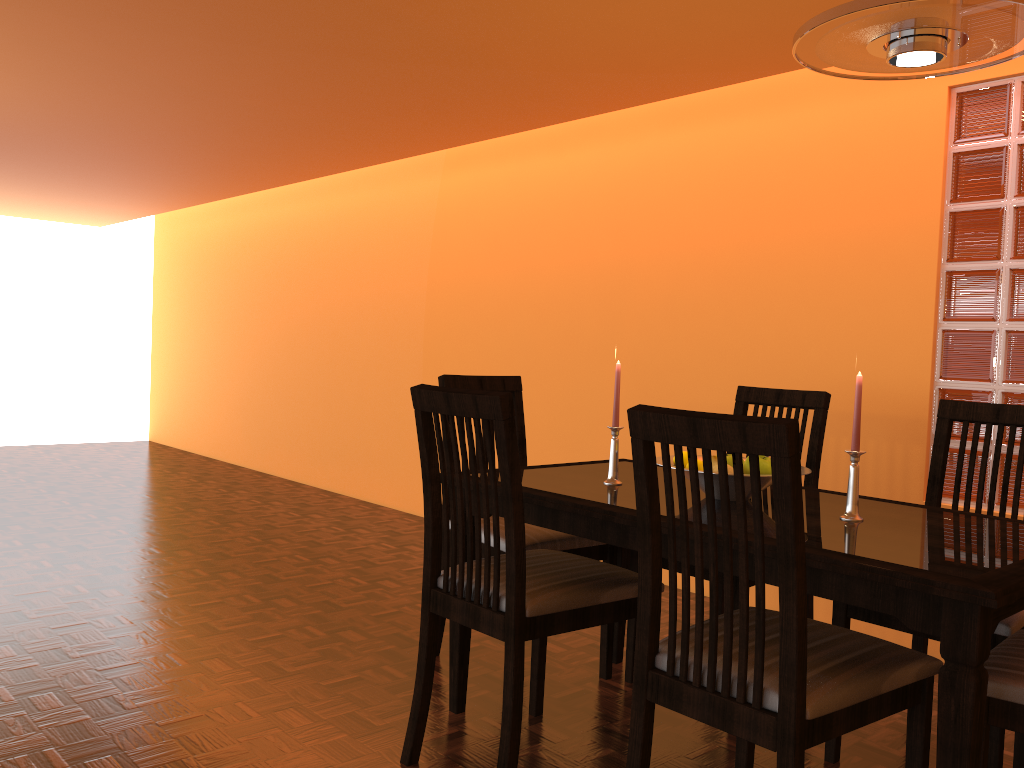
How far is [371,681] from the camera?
2.3m

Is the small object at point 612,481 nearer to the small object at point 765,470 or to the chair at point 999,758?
the small object at point 765,470

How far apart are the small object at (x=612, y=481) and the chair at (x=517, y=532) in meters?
0.2 m

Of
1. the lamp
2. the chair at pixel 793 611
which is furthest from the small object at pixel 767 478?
the lamp

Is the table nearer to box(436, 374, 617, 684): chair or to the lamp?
box(436, 374, 617, 684): chair

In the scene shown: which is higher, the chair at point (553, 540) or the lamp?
the lamp

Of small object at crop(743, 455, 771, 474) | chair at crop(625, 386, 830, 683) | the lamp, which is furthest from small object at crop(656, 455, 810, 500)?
the lamp

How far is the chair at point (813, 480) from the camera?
2.4m

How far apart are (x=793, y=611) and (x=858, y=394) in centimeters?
64cm

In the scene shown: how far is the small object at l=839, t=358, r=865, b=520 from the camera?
1.7 meters
